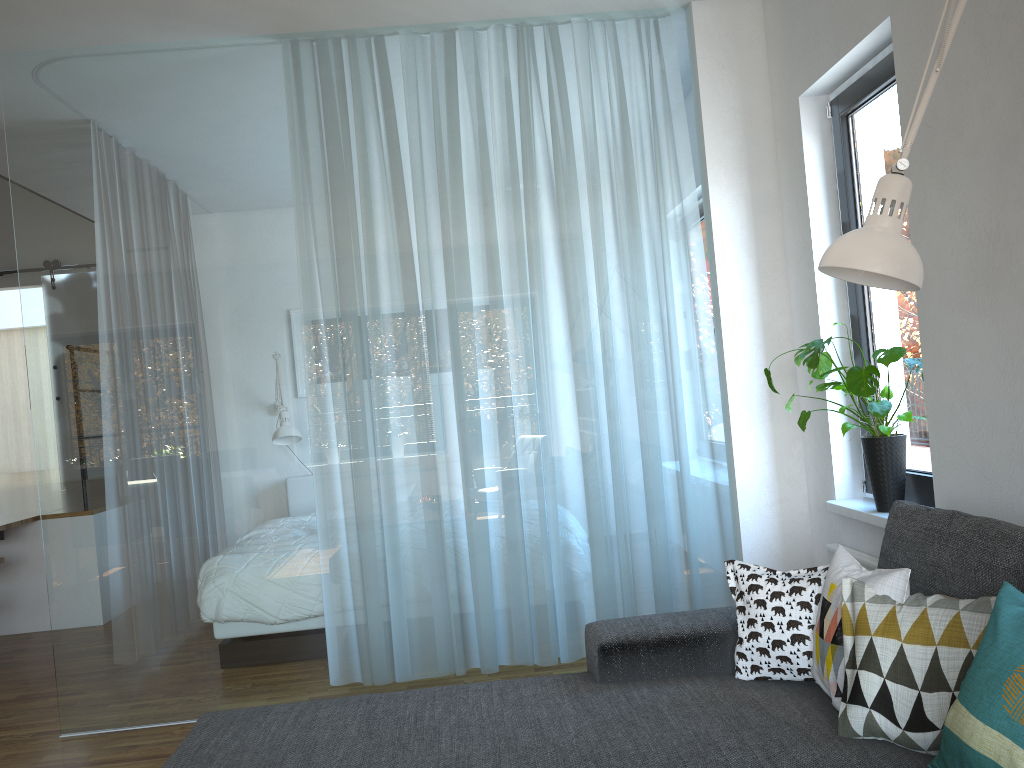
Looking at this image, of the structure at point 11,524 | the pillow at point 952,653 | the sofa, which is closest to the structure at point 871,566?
the sofa

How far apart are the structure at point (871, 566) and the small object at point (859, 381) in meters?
0.2 m

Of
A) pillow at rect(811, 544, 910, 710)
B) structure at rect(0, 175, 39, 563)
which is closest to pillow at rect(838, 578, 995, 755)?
pillow at rect(811, 544, 910, 710)

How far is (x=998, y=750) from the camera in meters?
1.4

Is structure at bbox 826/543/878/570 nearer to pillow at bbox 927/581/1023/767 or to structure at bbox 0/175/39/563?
pillow at bbox 927/581/1023/767

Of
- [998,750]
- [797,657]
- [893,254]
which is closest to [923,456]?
[797,657]

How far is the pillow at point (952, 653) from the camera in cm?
171

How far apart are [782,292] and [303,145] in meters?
2.1 m

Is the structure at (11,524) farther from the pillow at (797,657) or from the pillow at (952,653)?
the pillow at (952,653)

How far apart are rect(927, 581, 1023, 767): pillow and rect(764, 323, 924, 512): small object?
1.3 meters
